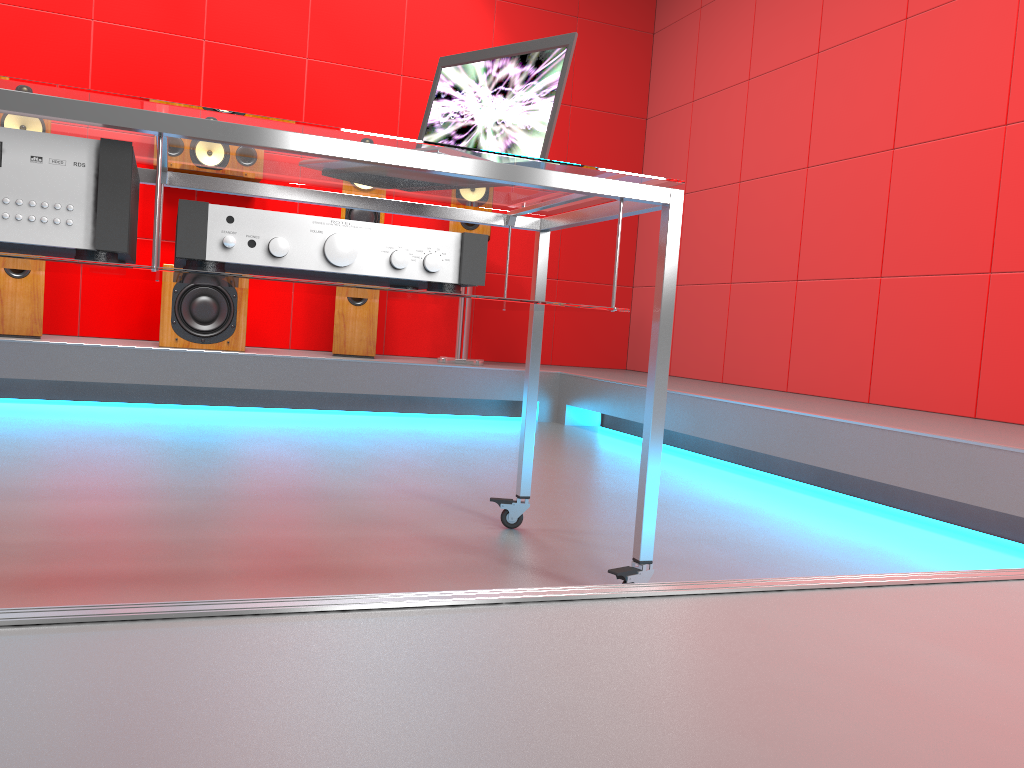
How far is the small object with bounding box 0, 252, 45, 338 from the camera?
3.67m

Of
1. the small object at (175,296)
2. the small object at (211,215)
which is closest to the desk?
the small object at (211,215)

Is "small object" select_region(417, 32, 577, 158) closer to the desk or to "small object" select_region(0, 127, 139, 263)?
the desk

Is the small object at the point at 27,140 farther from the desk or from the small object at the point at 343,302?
the small object at the point at 343,302

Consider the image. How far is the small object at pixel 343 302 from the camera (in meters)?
4.22

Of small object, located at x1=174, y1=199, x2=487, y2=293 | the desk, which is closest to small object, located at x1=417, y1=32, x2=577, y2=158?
the desk

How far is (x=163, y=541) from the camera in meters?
1.6

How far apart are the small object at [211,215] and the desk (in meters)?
0.01

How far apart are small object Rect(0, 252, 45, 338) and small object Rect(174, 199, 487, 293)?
2.76m

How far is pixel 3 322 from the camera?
3.7m
